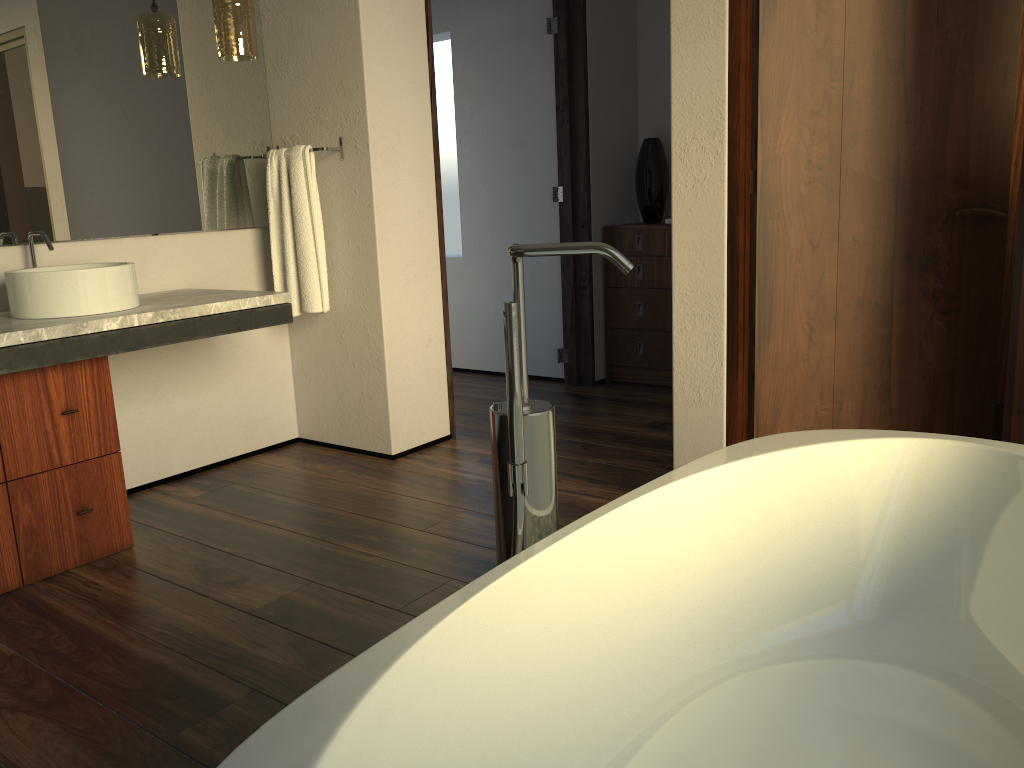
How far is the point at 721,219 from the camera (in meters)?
2.43

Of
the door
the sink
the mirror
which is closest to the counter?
the sink

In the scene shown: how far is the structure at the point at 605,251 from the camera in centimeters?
122cm

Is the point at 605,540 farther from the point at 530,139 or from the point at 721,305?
the point at 530,139

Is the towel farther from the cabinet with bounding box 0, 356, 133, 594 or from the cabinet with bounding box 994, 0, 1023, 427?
the cabinet with bounding box 994, 0, 1023, 427

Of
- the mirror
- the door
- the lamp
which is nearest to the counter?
the mirror

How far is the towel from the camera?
3.2m

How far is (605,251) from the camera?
1.22m

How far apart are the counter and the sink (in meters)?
0.02

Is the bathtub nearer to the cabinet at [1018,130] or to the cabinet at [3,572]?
the cabinet at [3,572]
